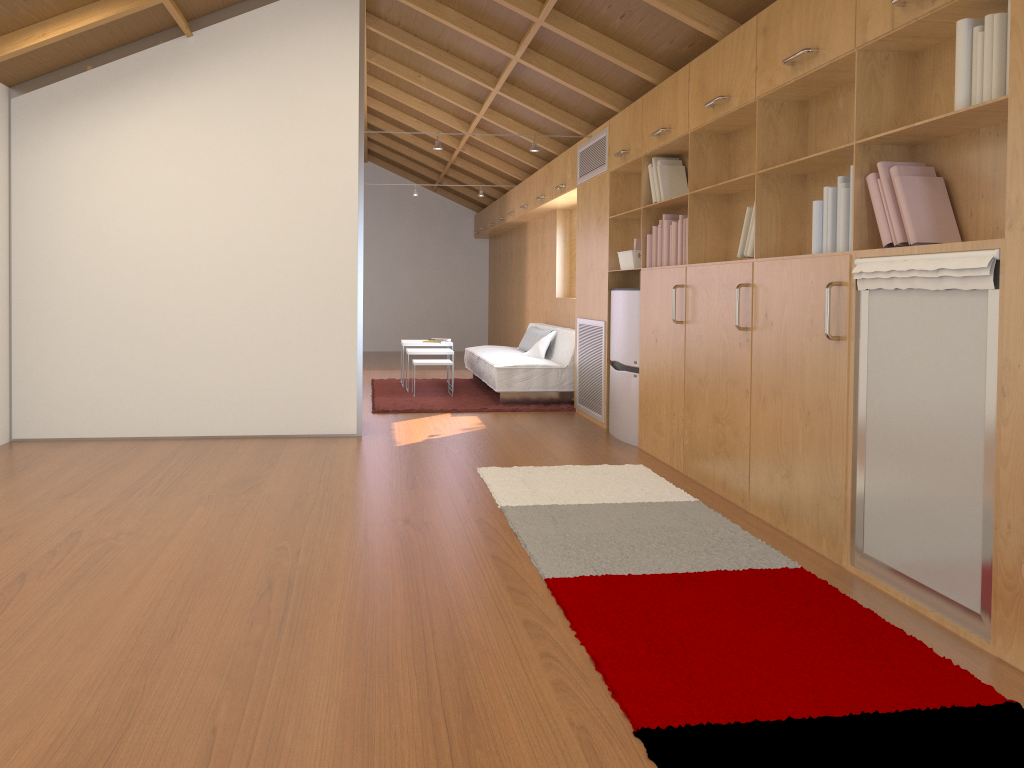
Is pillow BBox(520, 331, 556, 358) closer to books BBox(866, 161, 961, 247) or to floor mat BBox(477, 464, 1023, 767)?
floor mat BBox(477, 464, 1023, 767)

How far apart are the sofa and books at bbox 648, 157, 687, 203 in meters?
2.3

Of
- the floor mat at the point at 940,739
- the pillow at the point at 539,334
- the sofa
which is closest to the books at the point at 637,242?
the floor mat at the point at 940,739

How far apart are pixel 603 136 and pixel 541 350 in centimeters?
229cm

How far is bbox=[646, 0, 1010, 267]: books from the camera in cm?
238

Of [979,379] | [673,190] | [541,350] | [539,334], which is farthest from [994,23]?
[539,334]

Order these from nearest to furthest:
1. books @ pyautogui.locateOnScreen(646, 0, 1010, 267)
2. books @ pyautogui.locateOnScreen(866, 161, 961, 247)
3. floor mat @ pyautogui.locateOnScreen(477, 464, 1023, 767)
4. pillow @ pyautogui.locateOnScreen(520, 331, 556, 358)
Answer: floor mat @ pyautogui.locateOnScreen(477, 464, 1023, 767) < books @ pyautogui.locateOnScreen(646, 0, 1010, 267) < books @ pyautogui.locateOnScreen(866, 161, 961, 247) < pillow @ pyautogui.locateOnScreen(520, 331, 556, 358)

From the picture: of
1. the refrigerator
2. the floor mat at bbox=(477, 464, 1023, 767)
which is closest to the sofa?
the refrigerator

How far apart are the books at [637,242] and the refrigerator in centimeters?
29cm

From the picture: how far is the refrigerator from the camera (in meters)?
5.56
